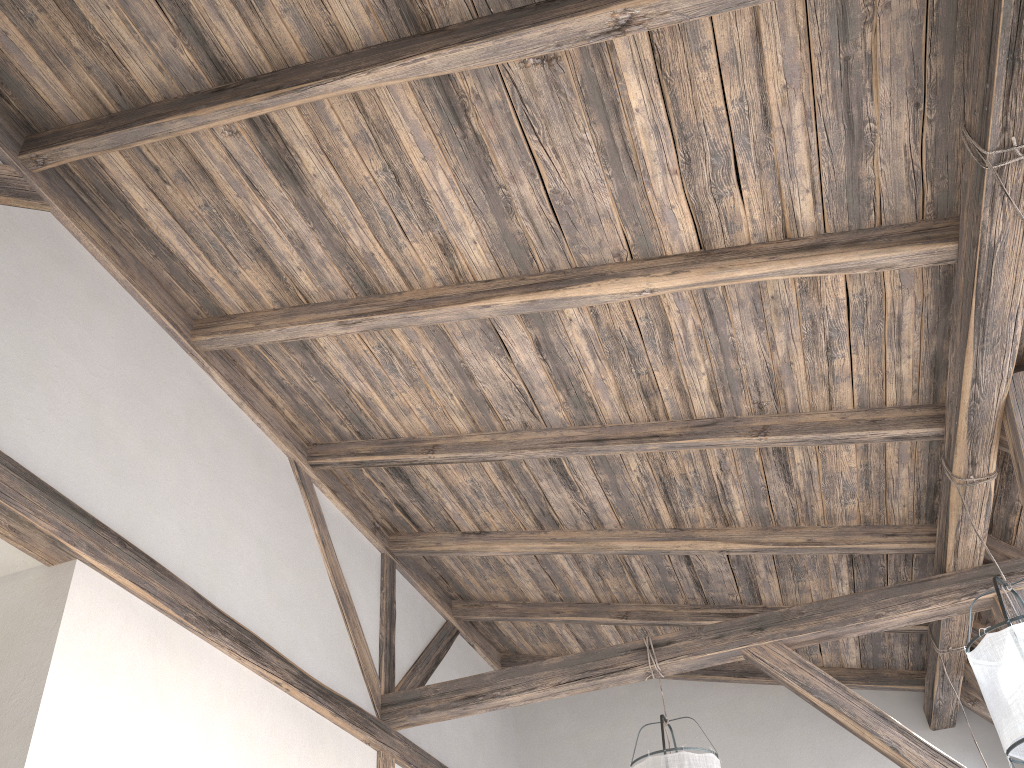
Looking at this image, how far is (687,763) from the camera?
3.7 meters

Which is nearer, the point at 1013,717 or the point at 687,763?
the point at 1013,717

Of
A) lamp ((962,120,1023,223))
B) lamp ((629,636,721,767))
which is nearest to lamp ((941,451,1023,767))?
lamp ((629,636,721,767))

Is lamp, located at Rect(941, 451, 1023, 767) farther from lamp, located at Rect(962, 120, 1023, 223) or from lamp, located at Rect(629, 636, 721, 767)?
lamp, located at Rect(962, 120, 1023, 223)

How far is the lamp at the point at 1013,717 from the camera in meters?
2.7 m

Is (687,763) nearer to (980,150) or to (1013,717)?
(1013,717)

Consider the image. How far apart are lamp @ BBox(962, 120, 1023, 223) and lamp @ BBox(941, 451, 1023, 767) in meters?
1.5 m

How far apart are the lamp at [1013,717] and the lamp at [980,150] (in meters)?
1.48

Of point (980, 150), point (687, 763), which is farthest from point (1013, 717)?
point (980, 150)

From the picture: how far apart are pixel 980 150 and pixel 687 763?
2.6m
